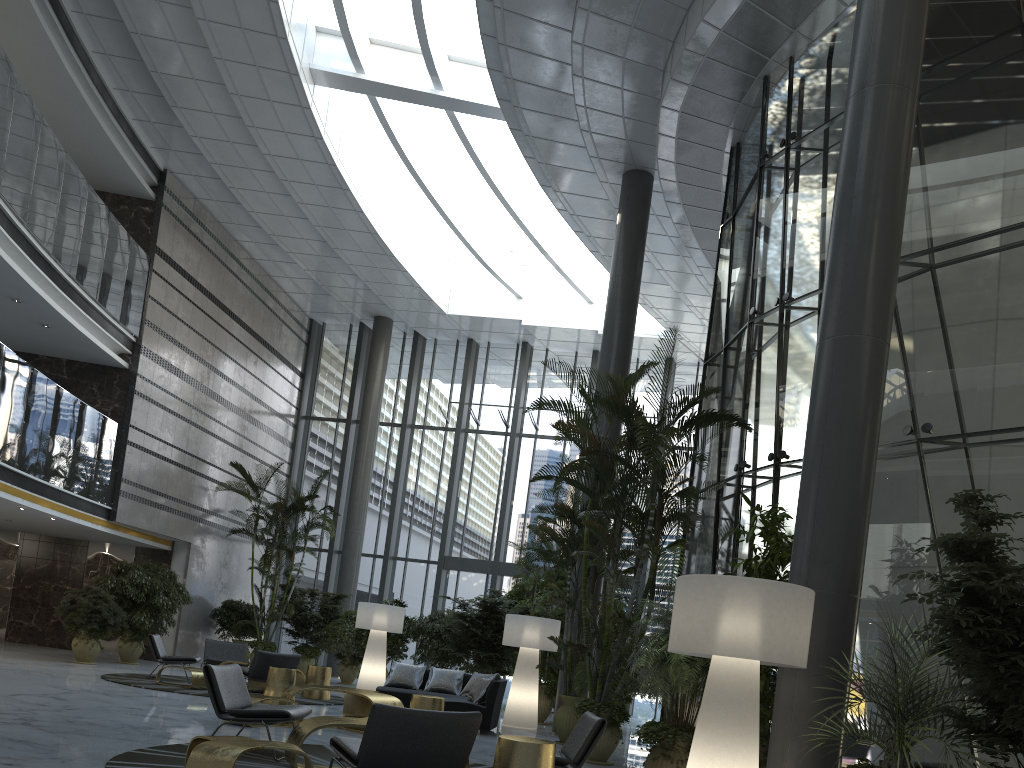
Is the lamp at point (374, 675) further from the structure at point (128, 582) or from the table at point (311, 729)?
the table at point (311, 729)

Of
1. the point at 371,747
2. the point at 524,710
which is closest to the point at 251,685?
the point at 524,710

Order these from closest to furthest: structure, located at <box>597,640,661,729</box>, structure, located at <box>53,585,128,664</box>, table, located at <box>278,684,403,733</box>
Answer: table, located at <box>278,684,403,733</box> < structure, located at <box>597,640,661,729</box> < structure, located at <box>53,585,128,664</box>

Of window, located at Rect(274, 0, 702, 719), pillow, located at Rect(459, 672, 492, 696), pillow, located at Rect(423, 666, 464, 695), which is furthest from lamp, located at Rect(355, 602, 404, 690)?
window, located at Rect(274, 0, 702, 719)

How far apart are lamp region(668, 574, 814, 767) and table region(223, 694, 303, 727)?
4.82m

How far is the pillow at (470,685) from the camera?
11.2m

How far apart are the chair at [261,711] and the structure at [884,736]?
3.9 meters

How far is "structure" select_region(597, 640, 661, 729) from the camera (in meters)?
13.10

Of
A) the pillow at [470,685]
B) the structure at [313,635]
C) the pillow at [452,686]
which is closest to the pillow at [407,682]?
the pillow at [452,686]

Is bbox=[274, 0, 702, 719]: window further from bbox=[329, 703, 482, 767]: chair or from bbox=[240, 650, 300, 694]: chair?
bbox=[329, 703, 482, 767]: chair
